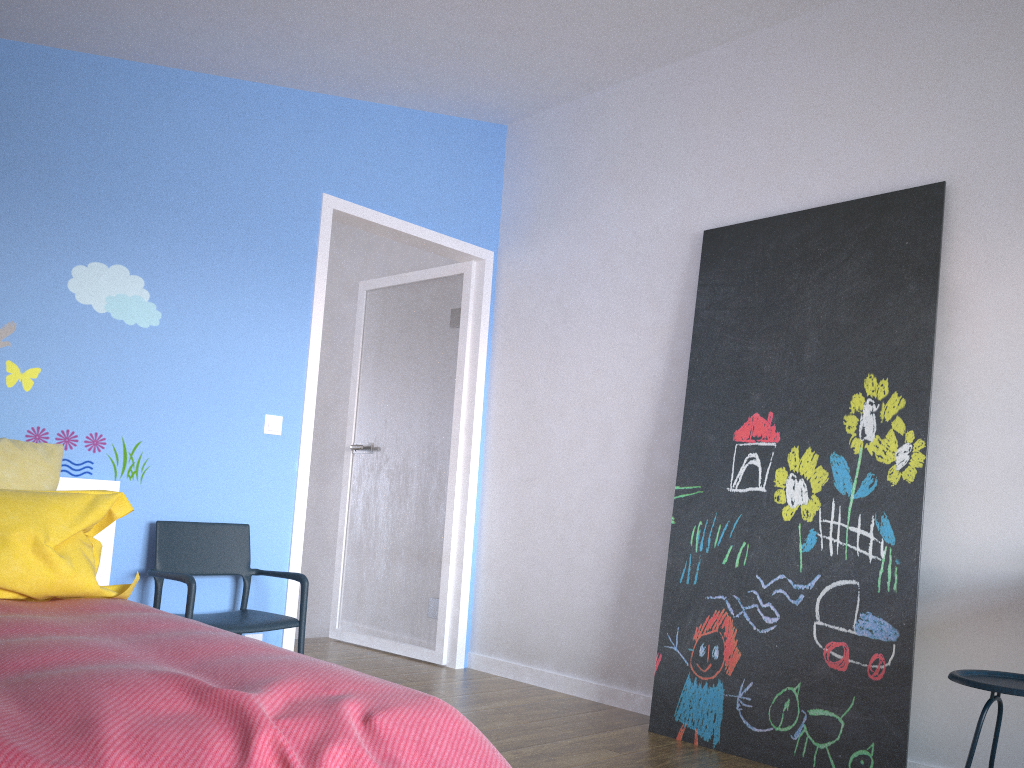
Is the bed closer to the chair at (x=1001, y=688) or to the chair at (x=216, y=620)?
the chair at (x=216, y=620)

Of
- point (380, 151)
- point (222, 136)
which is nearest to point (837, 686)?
point (380, 151)

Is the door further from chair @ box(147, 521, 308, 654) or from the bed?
the bed

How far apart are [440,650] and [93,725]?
3.2 meters

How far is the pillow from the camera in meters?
2.3

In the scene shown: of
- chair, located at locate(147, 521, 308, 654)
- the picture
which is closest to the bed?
chair, located at locate(147, 521, 308, 654)

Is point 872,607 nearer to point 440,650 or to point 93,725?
point 440,650

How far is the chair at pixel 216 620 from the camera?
3.16m

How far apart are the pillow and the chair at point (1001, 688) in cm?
229

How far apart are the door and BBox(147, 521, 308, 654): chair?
0.23m
